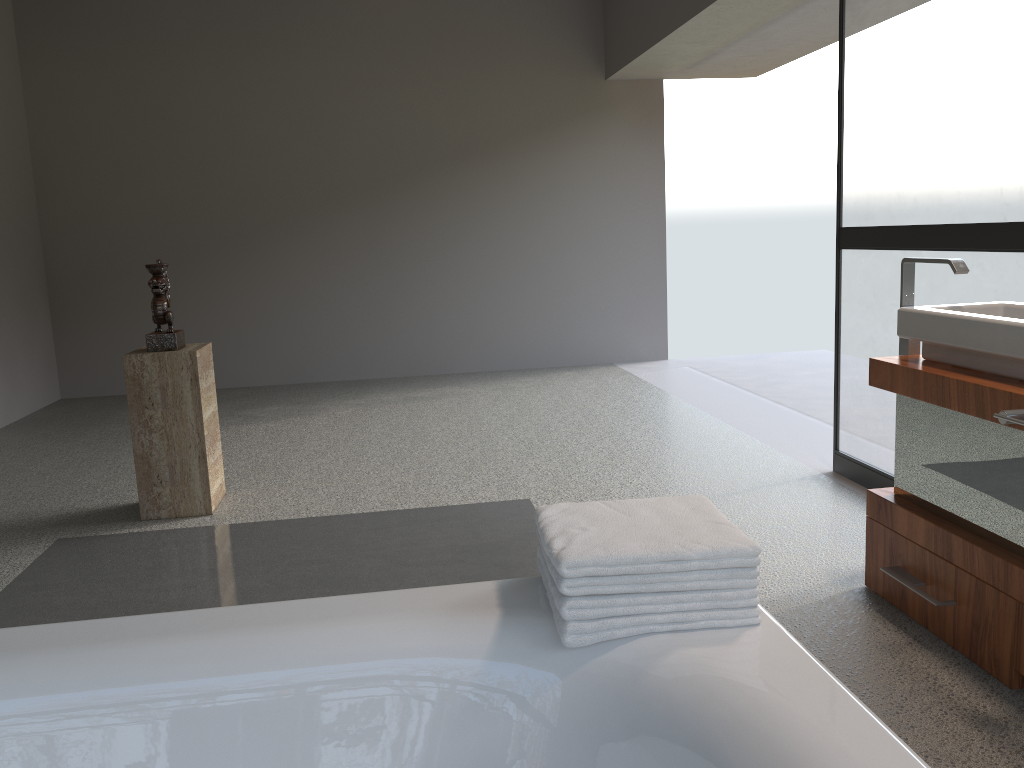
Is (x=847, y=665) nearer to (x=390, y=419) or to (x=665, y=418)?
(x=665, y=418)

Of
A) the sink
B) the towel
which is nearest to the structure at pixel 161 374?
the towel

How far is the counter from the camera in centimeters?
210cm

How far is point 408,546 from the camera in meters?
3.3 m

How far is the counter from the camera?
2.1 meters

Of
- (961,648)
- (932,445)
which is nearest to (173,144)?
(932,445)

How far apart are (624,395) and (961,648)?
3.8m

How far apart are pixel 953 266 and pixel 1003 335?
0.4 meters

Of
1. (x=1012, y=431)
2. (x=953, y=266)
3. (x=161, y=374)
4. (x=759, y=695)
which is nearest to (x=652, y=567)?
(x=759, y=695)

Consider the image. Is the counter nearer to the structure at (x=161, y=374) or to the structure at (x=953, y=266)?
the structure at (x=953, y=266)
